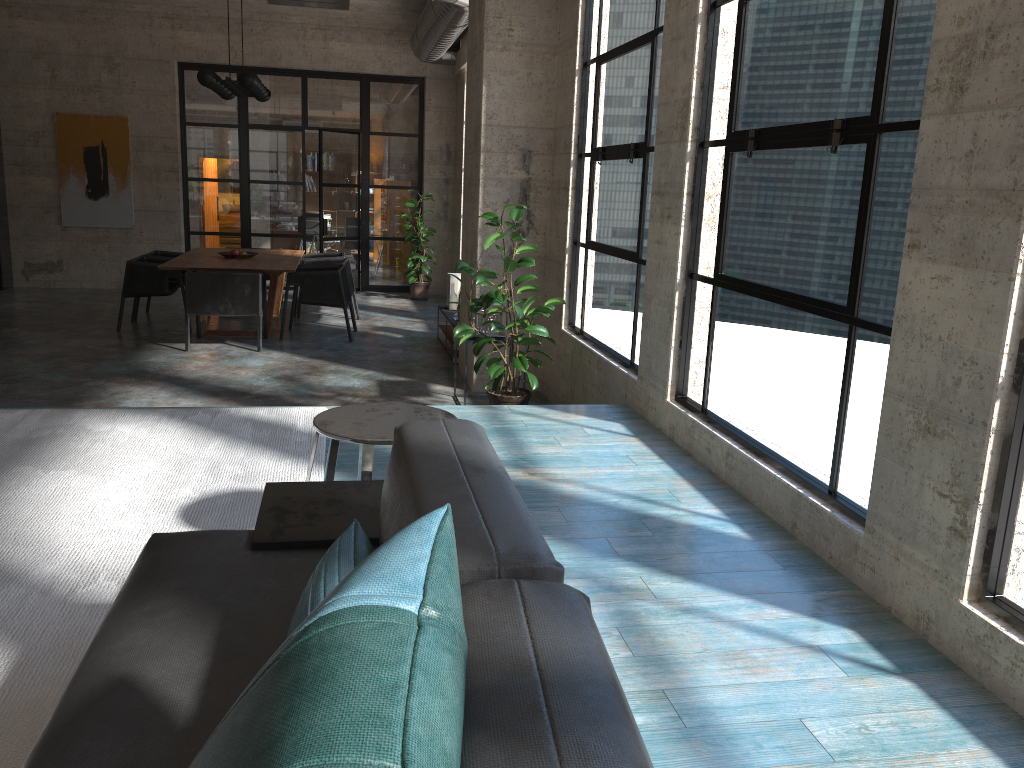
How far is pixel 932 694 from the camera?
2.2 meters

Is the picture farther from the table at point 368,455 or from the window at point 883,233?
the table at point 368,455

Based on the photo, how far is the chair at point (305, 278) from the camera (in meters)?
9.02

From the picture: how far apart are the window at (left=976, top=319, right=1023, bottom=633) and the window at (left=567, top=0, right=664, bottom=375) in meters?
3.0

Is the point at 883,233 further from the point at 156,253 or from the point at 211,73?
the point at 156,253

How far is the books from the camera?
9.3m

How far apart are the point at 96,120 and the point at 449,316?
6.5 meters

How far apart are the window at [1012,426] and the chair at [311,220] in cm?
1498

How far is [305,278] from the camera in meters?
9.0 m

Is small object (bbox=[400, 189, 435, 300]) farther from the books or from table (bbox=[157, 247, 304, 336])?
the books
